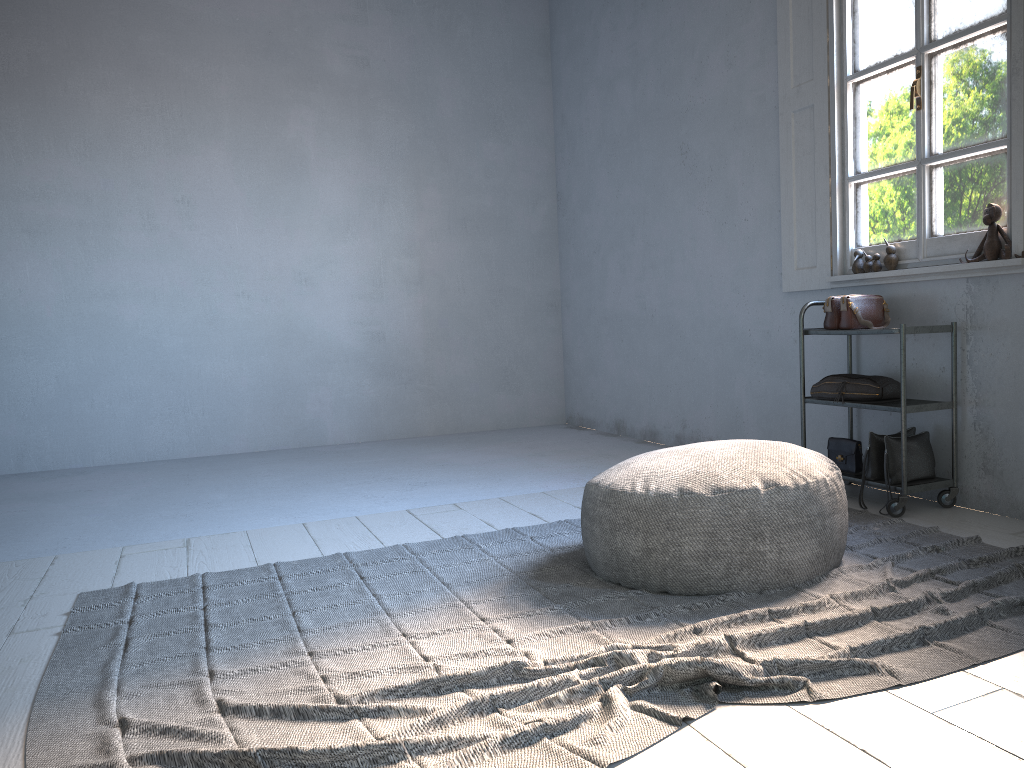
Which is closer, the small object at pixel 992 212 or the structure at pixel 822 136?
the small object at pixel 992 212

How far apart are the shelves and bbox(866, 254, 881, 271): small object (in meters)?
0.36

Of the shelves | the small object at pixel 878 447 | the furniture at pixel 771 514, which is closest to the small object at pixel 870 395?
the shelves

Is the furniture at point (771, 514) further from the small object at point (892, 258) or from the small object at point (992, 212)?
the small object at point (892, 258)

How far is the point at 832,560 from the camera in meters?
3.0 m

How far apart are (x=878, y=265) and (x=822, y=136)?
0.9 meters

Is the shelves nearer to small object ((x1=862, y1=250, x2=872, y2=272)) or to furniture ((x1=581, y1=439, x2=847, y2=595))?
small object ((x1=862, y1=250, x2=872, y2=272))

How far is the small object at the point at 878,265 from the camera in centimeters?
425cm

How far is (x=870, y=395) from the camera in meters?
4.0 m

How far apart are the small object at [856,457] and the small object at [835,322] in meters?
0.6 m
